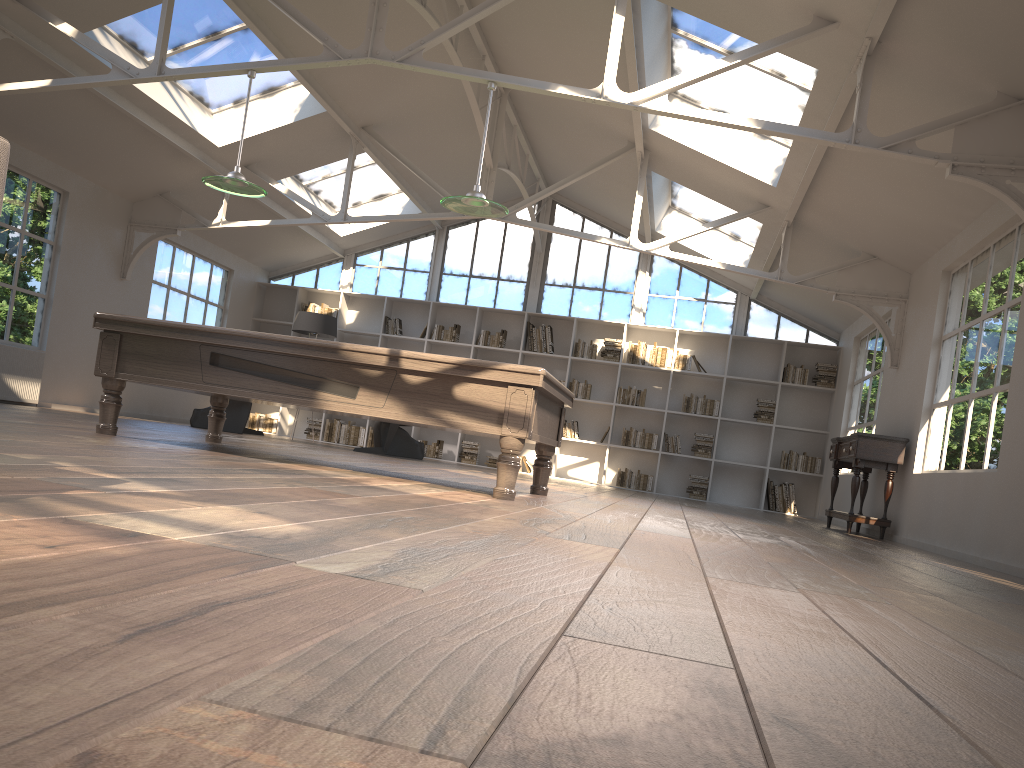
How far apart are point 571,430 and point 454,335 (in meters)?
2.25

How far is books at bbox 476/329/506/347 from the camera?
13.0m

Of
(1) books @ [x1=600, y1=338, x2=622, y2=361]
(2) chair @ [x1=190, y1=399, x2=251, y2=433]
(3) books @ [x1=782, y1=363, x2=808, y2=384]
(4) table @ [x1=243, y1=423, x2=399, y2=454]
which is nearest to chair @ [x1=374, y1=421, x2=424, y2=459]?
(4) table @ [x1=243, y1=423, x2=399, y2=454]

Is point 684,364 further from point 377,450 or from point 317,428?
point 317,428

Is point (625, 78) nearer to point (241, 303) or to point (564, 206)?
point (564, 206)

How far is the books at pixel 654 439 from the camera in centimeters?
1248cm

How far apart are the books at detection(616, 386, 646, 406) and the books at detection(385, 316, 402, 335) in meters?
3.5 m

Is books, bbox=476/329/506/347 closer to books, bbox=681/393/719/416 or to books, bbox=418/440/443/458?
books, bbox=418/440/443/458

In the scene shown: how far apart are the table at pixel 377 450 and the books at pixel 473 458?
1.9m

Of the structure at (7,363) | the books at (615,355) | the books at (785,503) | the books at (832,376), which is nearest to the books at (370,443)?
the books at (615,355)
